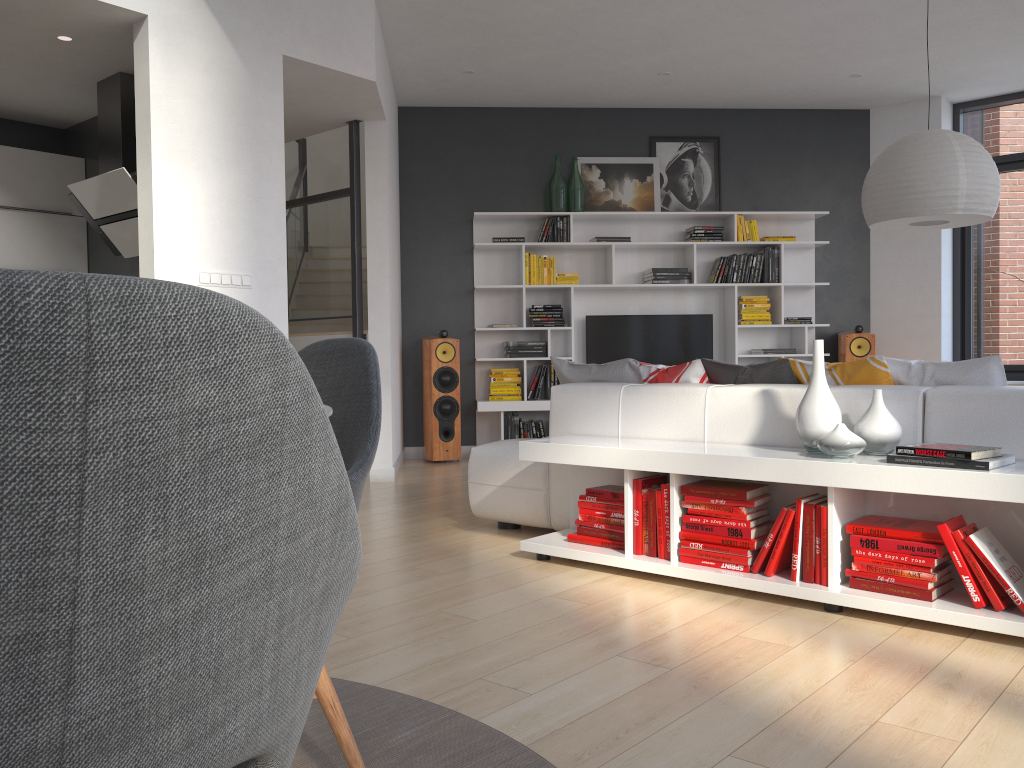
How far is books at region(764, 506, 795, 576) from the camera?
3.0m

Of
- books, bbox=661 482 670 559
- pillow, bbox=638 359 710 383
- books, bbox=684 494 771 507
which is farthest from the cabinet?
books, bbox=684 494 771 507

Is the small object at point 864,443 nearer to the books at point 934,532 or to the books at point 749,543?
the books at point 934,532

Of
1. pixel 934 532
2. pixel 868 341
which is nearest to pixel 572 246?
pixel 868 341

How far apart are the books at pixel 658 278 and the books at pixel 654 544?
4.29m

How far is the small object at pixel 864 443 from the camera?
2.9 meters

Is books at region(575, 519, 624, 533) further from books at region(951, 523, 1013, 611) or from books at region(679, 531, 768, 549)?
books at region(951, 523, 1013, 611)

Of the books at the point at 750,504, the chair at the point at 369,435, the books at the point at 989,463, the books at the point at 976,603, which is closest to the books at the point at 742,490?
the books at the point at 750,504

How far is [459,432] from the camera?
7.24m

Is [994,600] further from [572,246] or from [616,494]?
[572,246]
